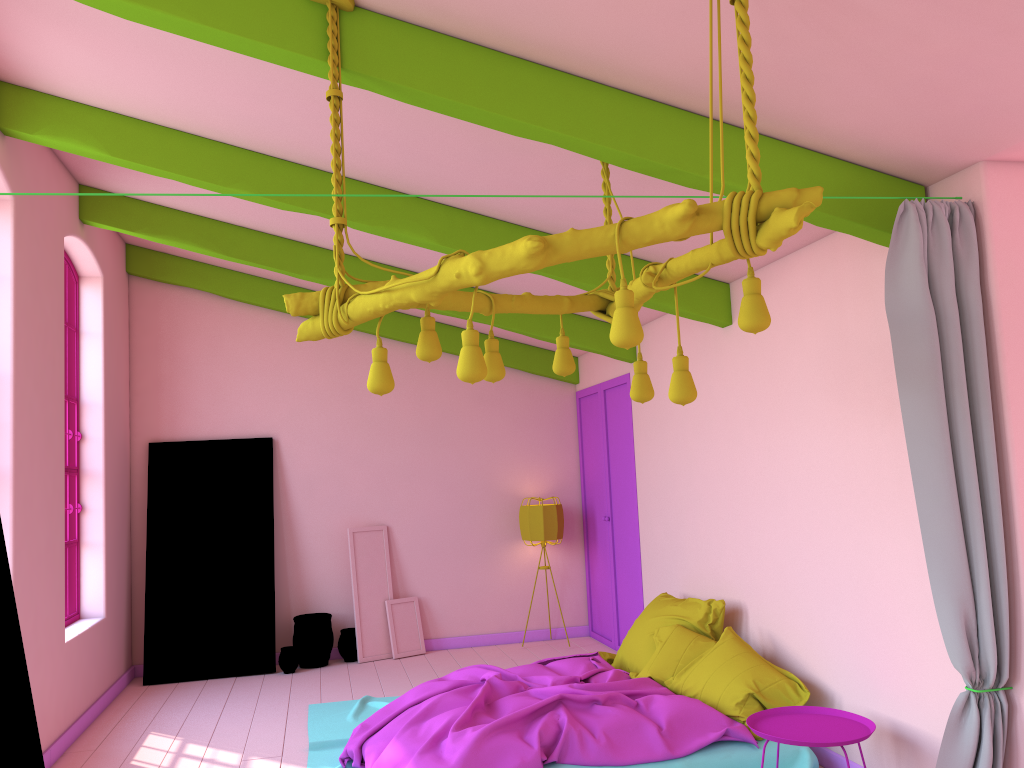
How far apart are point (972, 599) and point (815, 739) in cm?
104

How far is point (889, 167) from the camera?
3.93m

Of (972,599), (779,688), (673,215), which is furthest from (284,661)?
(673,215)

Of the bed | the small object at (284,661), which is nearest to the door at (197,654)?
the small object at (284,661)

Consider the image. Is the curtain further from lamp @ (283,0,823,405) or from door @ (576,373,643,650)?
door @ (576,373,643,650)

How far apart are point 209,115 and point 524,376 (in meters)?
5.01

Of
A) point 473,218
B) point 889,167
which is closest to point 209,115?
point 473,218

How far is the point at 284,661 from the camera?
8.1m

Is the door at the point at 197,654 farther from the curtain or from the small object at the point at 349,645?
the curtain

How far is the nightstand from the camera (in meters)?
4.12
